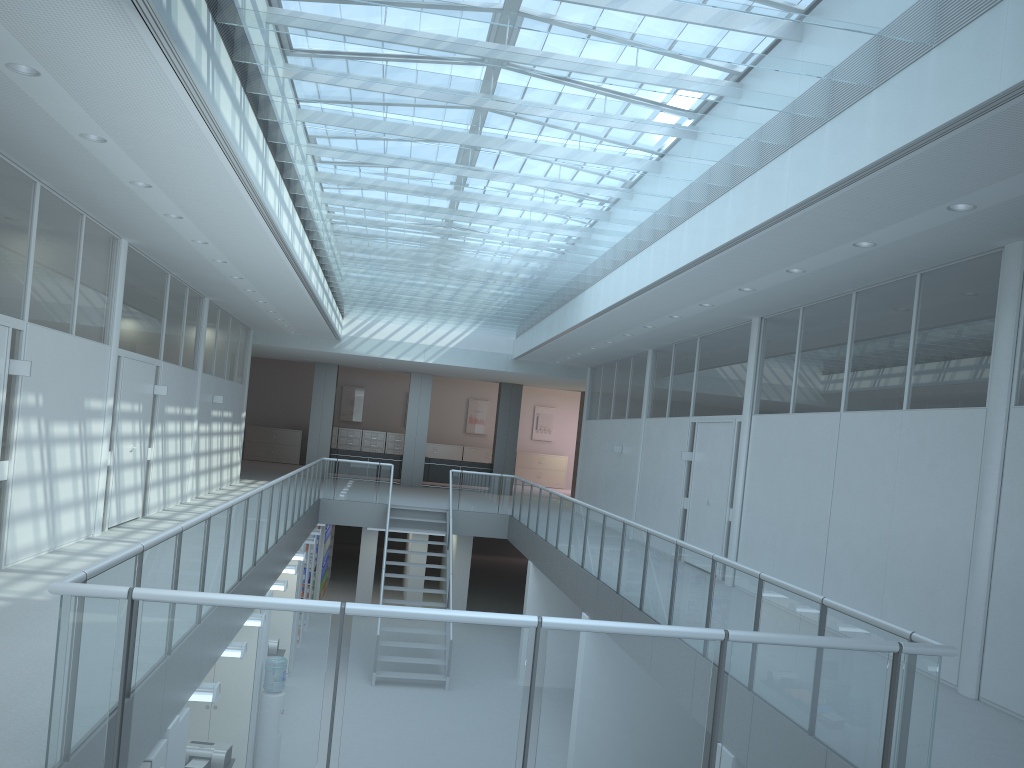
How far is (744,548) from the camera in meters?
9.7

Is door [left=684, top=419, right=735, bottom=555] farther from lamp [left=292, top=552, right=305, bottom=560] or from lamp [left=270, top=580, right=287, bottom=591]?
lamp [left=292, top=552, right=305, bottom=560]

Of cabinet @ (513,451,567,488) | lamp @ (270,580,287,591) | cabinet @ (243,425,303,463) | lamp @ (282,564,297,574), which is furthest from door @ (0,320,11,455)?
cabinet @ (513,451,567,488)

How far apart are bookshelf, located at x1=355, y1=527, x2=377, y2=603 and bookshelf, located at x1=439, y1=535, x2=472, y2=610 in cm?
160

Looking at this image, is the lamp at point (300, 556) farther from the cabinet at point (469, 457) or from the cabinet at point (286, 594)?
the cabinet at point (469, 457)

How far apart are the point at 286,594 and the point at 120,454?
3.7m

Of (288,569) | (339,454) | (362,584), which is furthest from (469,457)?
(288,569)

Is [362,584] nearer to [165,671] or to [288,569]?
[288,569]

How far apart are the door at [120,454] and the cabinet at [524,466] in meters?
17.6

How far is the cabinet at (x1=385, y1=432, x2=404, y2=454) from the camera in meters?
26.7 m
